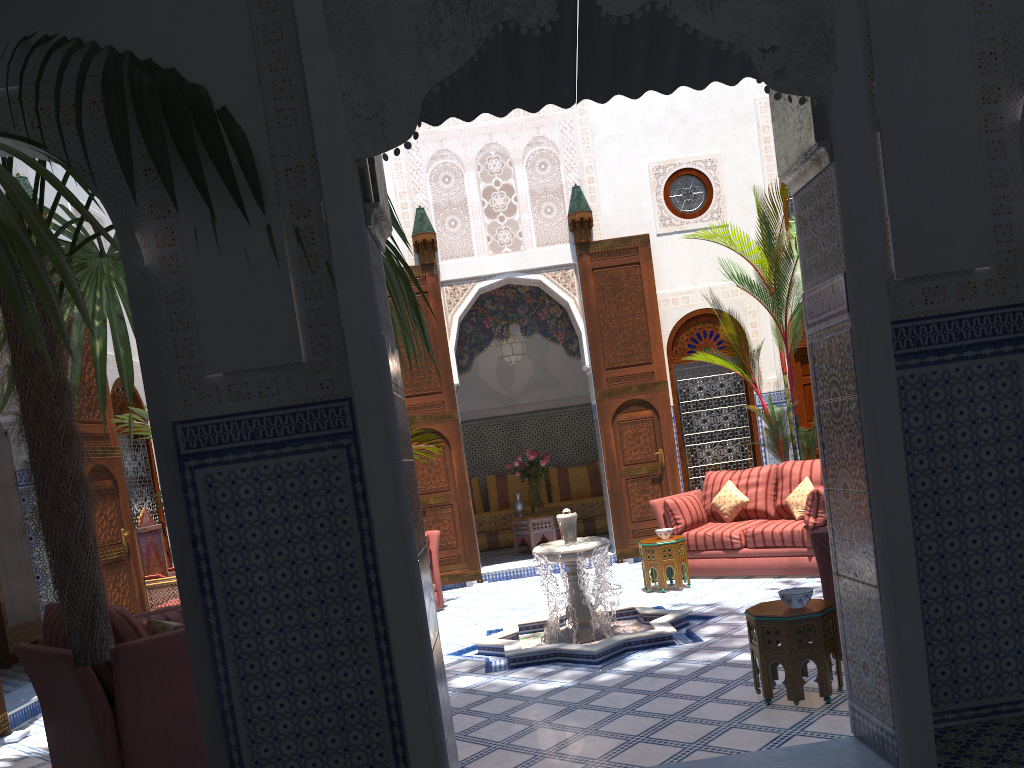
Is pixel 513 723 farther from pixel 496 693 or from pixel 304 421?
pixel 304 421

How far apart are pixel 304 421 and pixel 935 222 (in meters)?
1.77

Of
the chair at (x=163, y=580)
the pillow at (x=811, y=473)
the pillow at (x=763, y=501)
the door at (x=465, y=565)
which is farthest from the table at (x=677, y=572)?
the chair at (x=163, y=580)

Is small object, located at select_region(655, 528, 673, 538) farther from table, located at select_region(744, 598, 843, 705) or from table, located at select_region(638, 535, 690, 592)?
table, located at select_region(744, 598, 843, 705)

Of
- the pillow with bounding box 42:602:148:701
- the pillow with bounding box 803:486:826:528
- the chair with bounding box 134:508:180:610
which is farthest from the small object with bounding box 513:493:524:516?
the pillow with bounding box 42:602:148:701

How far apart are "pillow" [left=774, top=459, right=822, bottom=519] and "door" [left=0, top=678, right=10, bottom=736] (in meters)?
4.44

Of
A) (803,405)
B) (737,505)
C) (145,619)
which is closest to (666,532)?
(737,505)

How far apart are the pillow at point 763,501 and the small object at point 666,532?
0.7 meters

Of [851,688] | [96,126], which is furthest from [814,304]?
[96,126]

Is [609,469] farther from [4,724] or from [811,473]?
[4,724]
